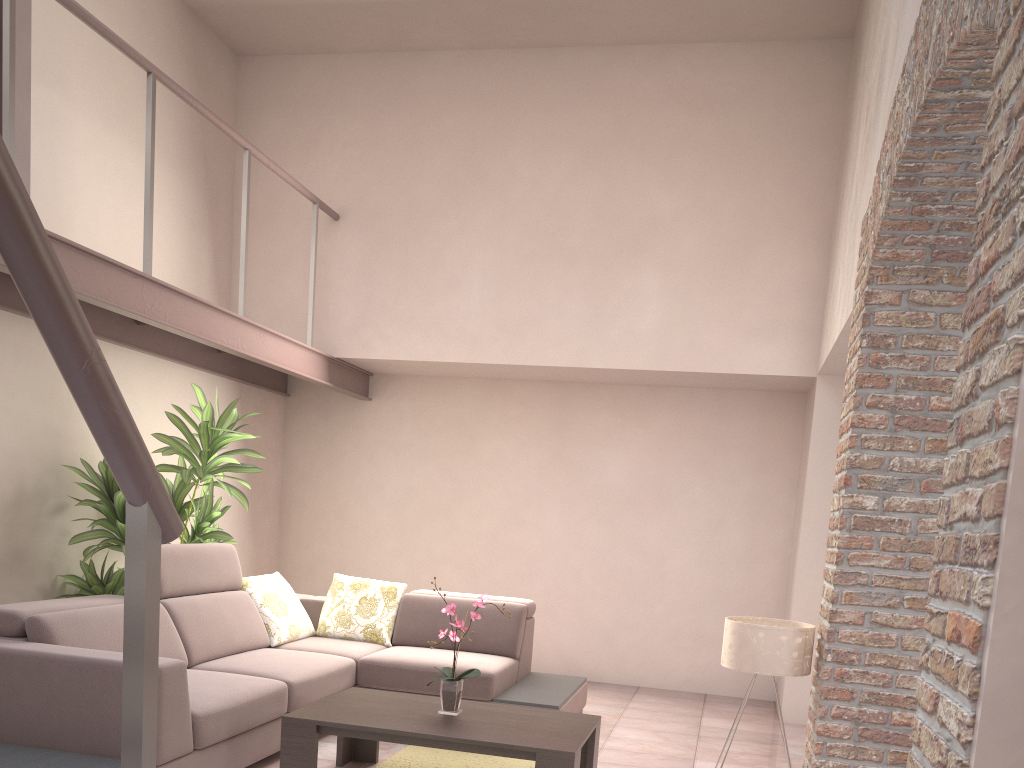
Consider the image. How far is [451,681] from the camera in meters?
3.9

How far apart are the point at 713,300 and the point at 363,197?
2.56m

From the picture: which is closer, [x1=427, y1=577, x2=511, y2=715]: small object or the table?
the table

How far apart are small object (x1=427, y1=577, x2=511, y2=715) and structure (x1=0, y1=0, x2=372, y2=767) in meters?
2.1

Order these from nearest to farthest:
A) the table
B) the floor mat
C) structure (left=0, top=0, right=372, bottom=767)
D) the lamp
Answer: structure (left=0, top=0, right=372, bottom=767) → the table → the lamp → the floor mat

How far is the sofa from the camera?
3.29m

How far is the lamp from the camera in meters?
3.8 m

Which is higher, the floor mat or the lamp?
the lamp

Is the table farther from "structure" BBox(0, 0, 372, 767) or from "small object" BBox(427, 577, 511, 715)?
"structure" BBox(0, 0, 372, 767)

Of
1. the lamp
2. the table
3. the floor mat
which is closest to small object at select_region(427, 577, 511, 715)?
the table
